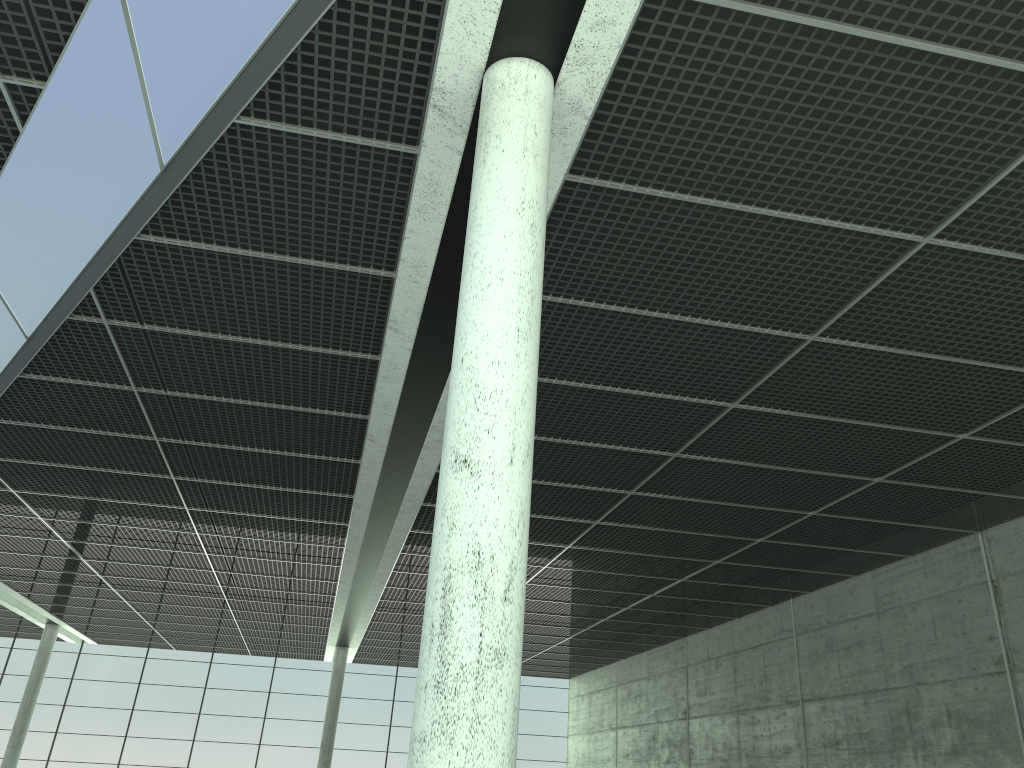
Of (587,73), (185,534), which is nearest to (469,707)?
(587,73)
